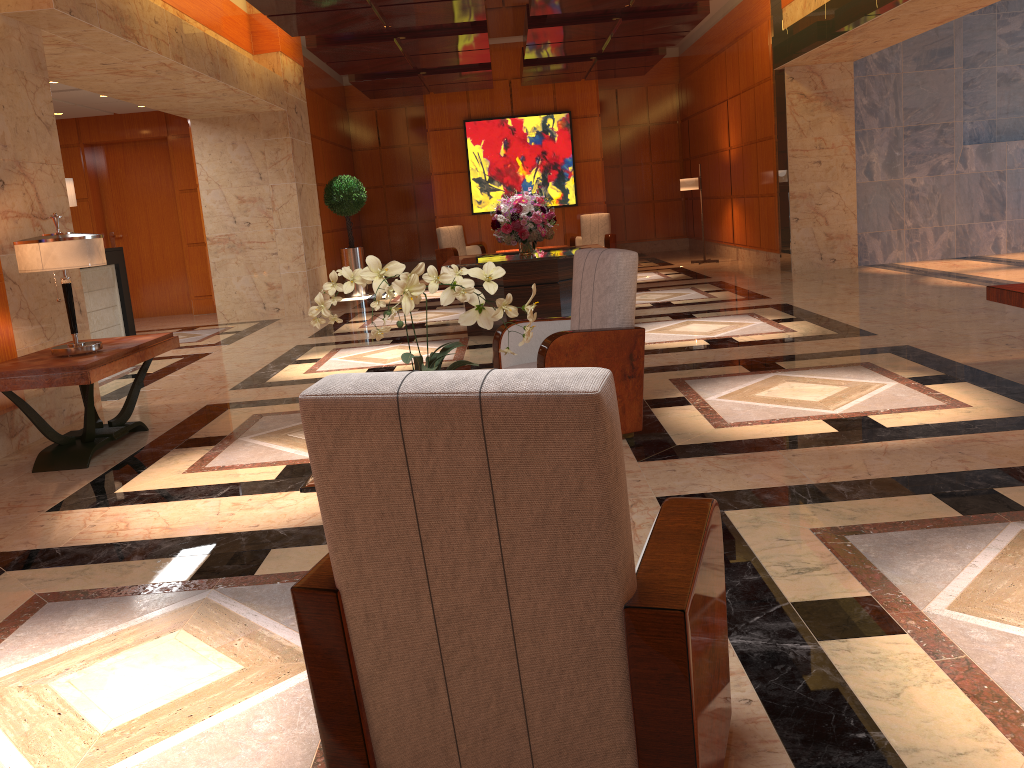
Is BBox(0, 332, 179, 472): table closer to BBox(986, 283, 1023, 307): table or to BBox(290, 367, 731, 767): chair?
BBox(290, 367, 731, 767): chair

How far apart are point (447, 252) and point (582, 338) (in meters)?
11.64

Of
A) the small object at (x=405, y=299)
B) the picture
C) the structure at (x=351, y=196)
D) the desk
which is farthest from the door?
the small object at (x=405, y=299)

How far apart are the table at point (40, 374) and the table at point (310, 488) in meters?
2.6 m

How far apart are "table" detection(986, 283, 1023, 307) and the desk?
8.8 meters

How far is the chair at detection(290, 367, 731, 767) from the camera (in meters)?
1.42

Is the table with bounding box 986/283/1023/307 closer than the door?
Yes

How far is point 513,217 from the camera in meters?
8.5

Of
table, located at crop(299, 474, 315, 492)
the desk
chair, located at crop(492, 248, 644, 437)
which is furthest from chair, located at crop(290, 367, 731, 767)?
the desk

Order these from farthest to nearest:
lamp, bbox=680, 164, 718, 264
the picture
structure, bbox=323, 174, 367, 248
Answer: the picture, lamp, bbox=680, 164, 718, 264, structure, bbox=323, 174, 367, 248
